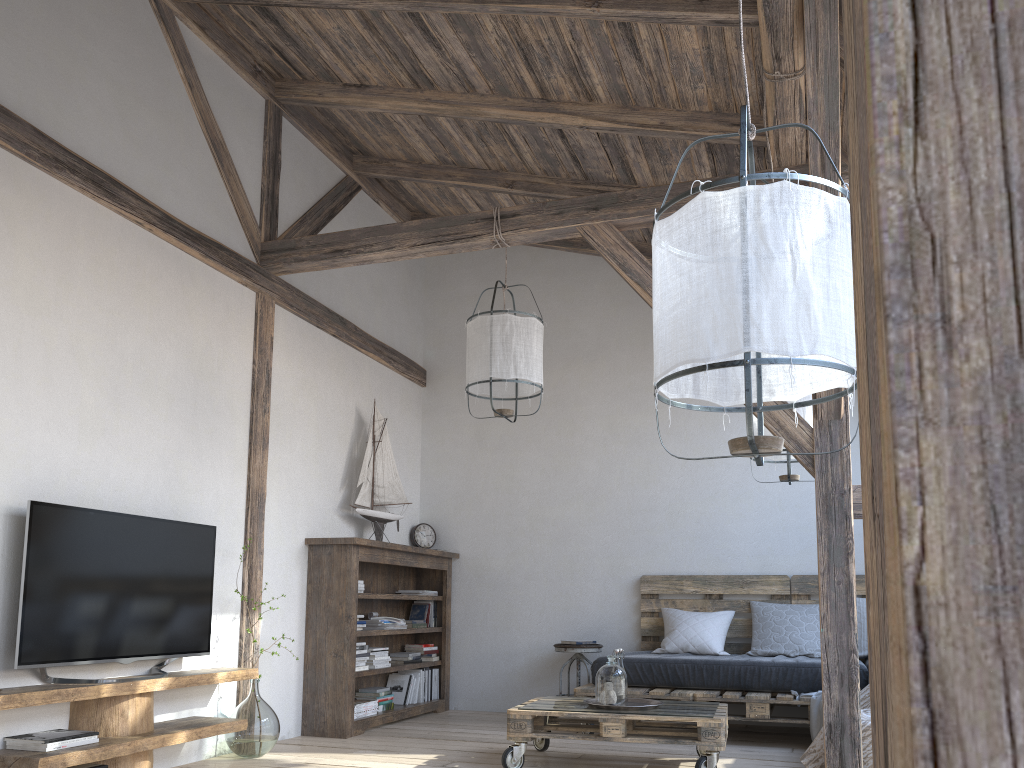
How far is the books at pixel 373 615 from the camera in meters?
5.7

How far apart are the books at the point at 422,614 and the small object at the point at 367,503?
0.8m

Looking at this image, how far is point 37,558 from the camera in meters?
3.3

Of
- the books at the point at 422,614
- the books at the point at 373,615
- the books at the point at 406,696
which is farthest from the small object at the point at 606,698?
the books at the point at 422,614

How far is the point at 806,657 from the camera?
5.3m

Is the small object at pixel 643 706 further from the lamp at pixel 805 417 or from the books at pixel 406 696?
the books at pixel 406 696

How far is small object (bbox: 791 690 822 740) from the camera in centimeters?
463cm

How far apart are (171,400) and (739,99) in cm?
310

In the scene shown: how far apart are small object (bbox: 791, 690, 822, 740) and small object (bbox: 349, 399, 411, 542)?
2.81m

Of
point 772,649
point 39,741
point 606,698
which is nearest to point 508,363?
point 606,698
